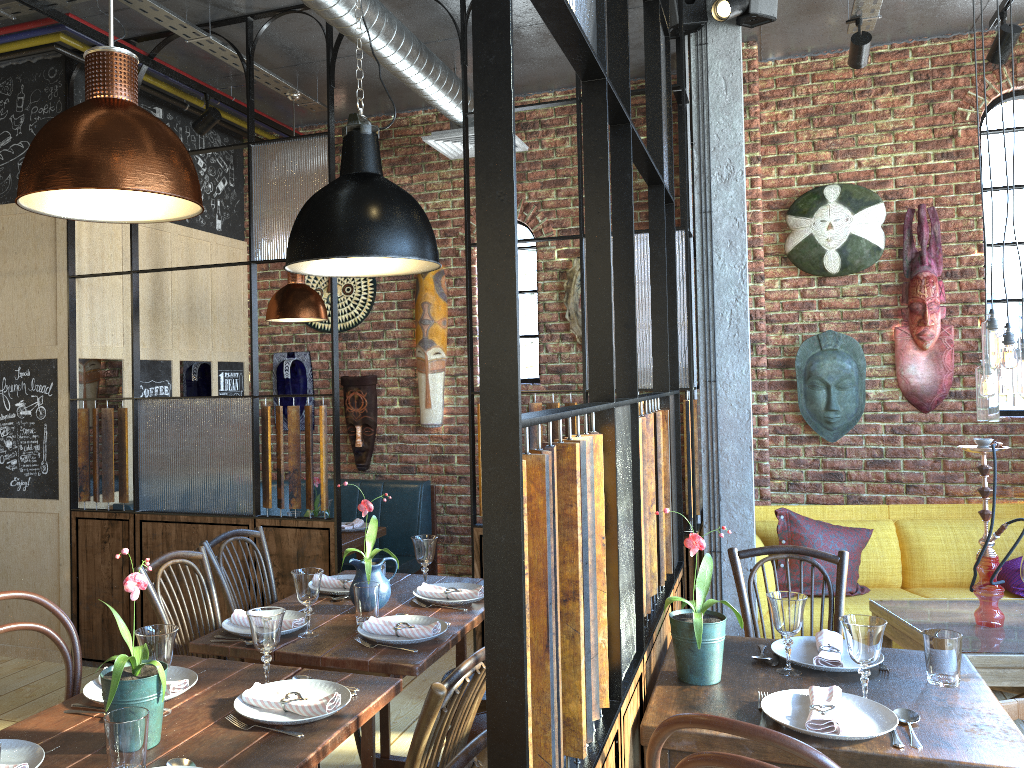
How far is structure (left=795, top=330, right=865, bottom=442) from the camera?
5.1 meters

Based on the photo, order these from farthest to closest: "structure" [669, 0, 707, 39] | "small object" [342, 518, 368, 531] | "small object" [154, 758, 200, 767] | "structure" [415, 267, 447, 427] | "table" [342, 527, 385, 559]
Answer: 1. "structure" [415, 267, 447, 427]
2. "small object" [342, 518, 368, 531]
3. "table" [342, 527, 385, 559]
4. "structure" [669, 0, 707, 39]
5. "small object" [154, 758, 200, 767]

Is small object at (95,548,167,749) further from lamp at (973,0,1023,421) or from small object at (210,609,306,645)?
lamp at (973,0,1023,421)

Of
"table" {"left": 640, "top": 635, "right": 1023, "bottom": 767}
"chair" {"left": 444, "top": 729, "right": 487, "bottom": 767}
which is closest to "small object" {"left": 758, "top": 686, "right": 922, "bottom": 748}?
"table" {"left": 640, "top": 635, "right": 1023, "bottom": 767}

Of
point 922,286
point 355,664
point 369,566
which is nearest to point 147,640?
point 355,664

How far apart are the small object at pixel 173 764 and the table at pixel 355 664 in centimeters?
70cm

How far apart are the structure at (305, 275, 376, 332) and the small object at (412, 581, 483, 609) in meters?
3.1

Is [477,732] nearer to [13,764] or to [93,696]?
[93,696]

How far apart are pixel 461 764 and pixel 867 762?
0.96m

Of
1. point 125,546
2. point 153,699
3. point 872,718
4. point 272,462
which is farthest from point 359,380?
point 872,718
